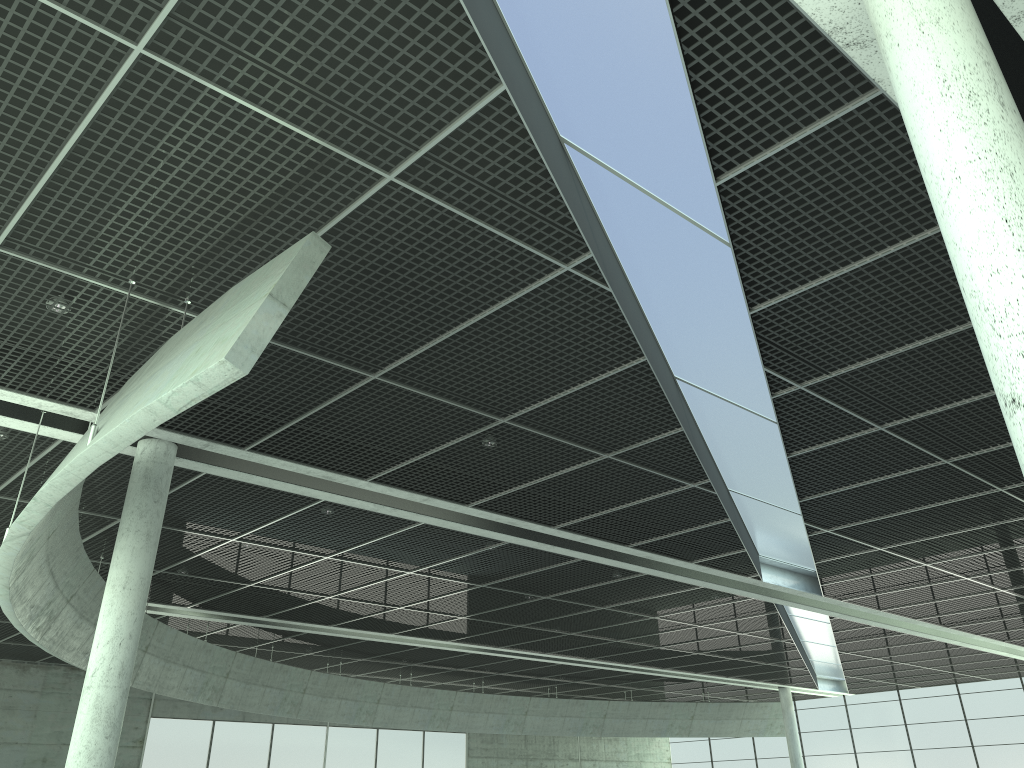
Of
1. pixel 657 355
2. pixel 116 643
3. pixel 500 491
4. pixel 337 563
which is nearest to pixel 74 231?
pixel 116 643

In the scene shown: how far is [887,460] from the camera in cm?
3110

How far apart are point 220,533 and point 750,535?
26.2m
